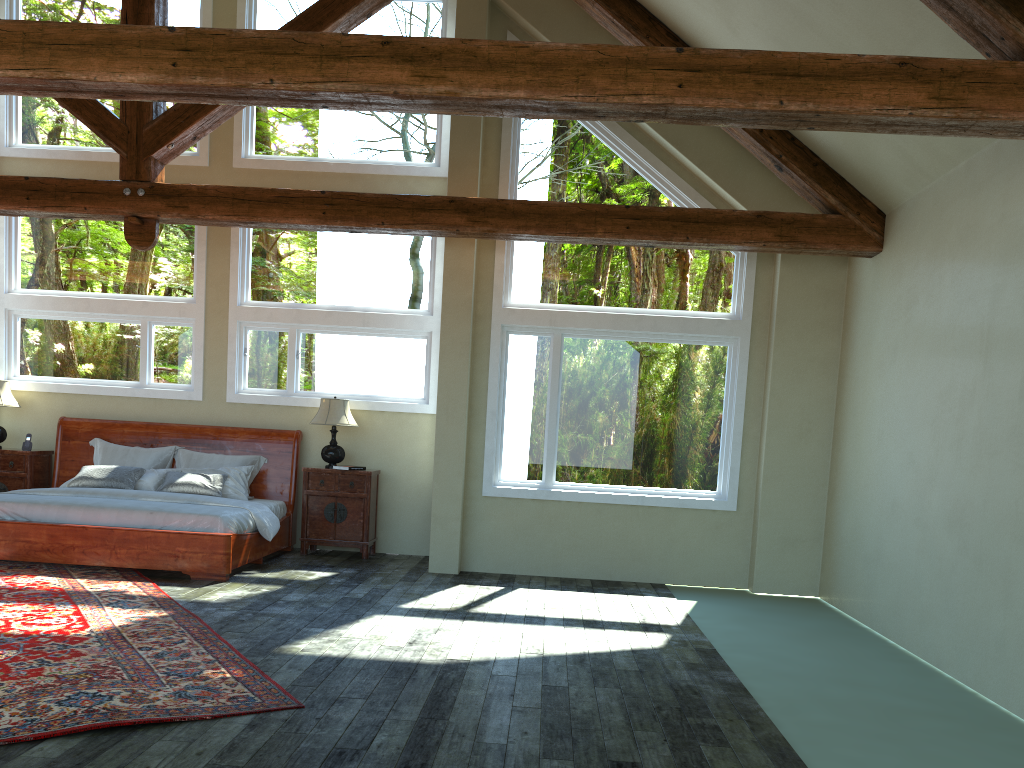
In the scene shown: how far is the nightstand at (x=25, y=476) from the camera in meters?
9.3 m

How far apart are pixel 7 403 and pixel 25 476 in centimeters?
81cm

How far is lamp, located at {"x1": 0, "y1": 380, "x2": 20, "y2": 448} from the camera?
9.3 meters

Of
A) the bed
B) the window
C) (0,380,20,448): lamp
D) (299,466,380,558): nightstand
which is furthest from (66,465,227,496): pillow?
(0,380,20,448): lamp

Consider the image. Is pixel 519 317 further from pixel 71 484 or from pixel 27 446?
pixel 27 446

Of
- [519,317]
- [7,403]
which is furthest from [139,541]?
[519,317]

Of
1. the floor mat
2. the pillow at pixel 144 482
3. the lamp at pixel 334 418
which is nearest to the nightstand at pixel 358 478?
the lamp at pixel 334 418

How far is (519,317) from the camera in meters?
8.5

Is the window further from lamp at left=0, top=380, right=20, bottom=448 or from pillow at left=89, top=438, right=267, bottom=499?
pillow at left=89, top=438, right=267, bottom=499

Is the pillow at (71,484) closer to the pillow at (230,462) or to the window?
the pillow at (230,462)
